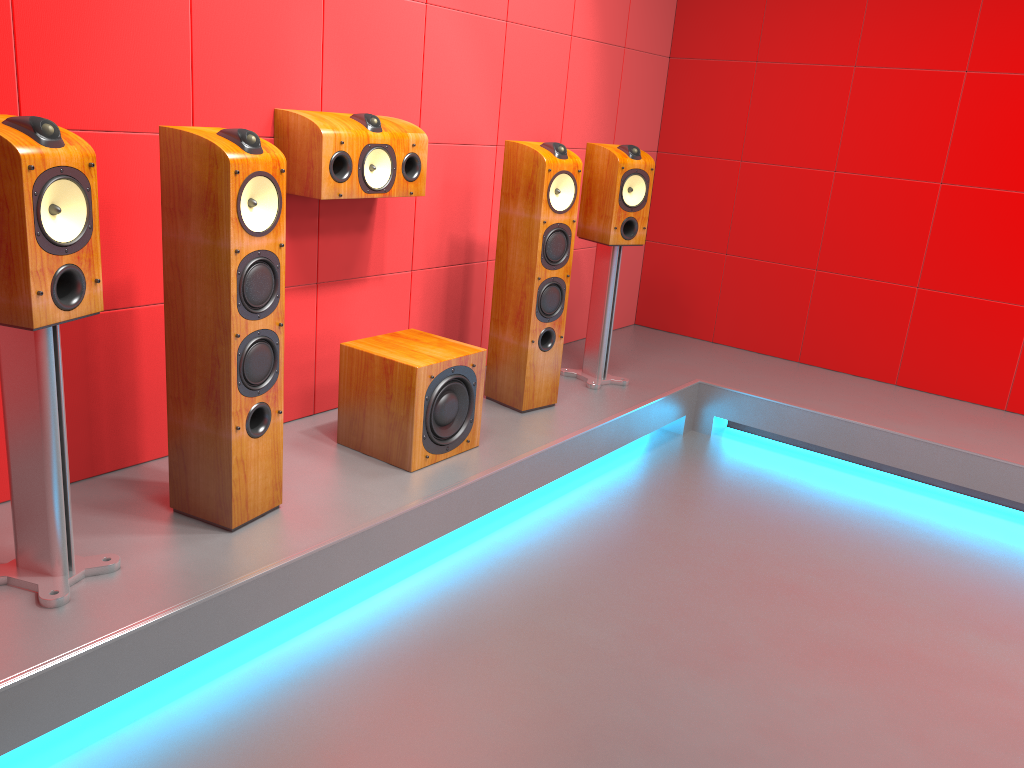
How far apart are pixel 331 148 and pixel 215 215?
0.7m

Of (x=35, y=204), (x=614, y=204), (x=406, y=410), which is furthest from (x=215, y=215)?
(x=614, y=204)

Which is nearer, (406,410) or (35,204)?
(35,204)

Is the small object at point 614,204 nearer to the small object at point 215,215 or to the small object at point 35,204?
the small object at point 215,215

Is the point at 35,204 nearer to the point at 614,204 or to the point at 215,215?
Answer: the point at 215,215

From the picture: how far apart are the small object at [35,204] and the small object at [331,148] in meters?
0.9

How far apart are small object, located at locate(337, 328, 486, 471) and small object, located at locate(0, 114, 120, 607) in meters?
1.0

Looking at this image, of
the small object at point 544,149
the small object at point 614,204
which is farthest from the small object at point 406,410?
the small object at point 614,204

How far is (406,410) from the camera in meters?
2.8

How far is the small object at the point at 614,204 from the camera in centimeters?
372cm
